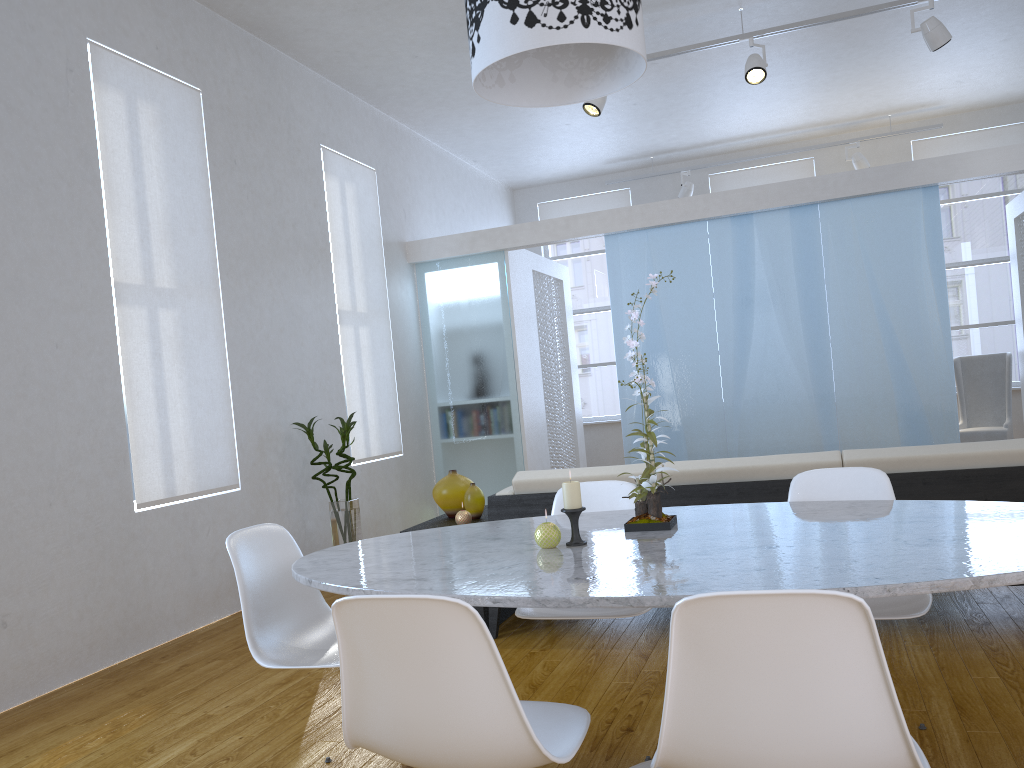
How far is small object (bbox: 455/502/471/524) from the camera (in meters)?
3.72

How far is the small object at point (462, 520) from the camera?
3.7 meters

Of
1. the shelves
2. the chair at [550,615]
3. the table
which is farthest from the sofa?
the table

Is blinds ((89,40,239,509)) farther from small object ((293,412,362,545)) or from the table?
the table

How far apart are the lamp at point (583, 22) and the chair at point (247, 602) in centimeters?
128cm

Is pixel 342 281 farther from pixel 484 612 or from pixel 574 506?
pixel 574 506

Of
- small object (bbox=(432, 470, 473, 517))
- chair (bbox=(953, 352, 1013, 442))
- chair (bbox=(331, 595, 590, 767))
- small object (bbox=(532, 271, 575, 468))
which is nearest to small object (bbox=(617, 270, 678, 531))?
chair (bbox=(331, 595, 590, 767))

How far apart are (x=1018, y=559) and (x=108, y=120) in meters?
4.0

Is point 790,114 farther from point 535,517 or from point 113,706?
point 113,706

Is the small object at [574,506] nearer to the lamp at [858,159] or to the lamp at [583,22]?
the lamp at [583,22]
